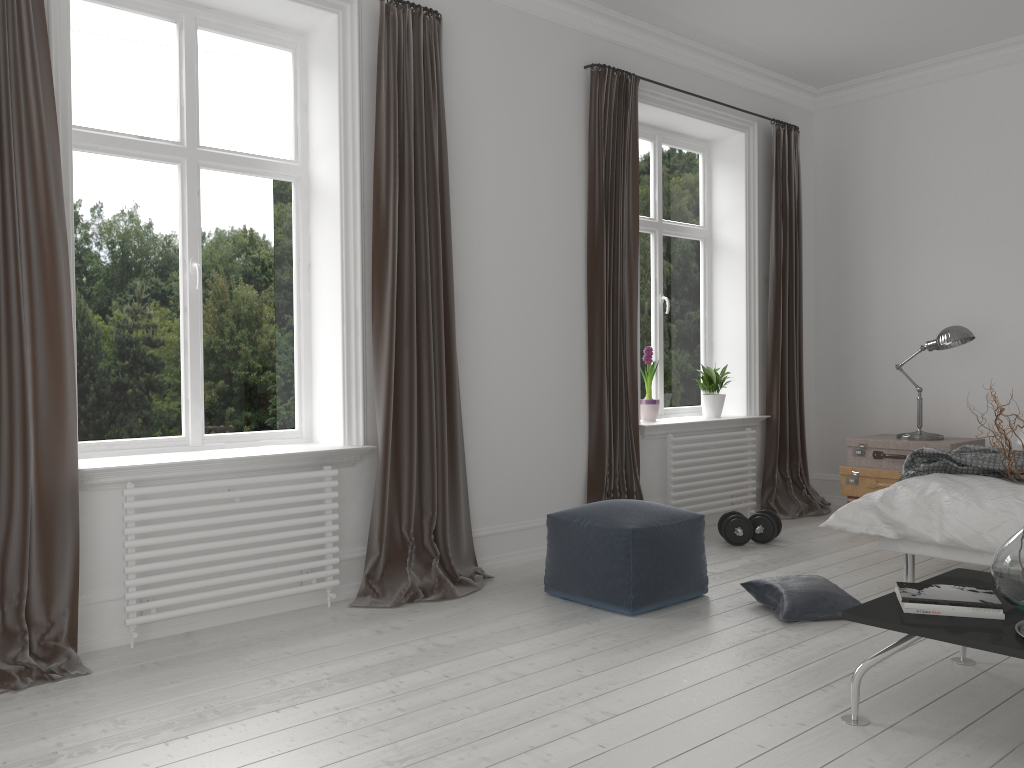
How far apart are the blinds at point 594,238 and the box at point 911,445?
1.5m

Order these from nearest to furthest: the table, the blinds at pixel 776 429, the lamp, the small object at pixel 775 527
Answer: the table < the small object at pixel 775 527 < the lamp < the blinds at pixel 776 429

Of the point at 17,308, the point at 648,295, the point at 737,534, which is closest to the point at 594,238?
the point at 648,295

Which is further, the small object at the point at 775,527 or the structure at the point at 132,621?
the small object at the point at 775,527

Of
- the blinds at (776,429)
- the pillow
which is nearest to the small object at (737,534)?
the blinds at (776,429)

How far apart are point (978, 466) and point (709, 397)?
2.1 meters

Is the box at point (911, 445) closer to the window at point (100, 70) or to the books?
the books

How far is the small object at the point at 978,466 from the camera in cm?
392

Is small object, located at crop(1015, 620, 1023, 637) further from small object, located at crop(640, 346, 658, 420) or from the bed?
small object, located at crop(640, 346, 658, 420)

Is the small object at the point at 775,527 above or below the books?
below
